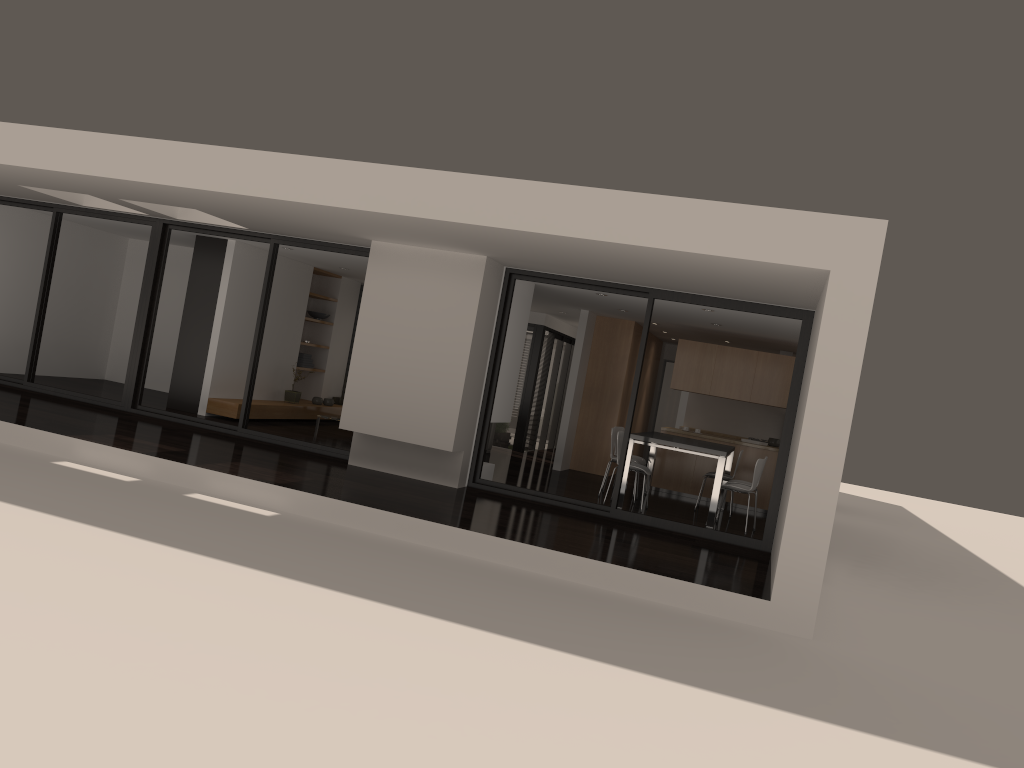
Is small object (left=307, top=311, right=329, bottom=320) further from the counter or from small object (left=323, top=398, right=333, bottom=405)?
the counter

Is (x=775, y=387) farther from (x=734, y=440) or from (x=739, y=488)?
(x=739, y=488)

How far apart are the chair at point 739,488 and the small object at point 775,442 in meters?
2.9 m

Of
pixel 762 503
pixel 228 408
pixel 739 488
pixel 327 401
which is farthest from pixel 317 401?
pixel 739 488

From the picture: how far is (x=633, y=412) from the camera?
9.2m

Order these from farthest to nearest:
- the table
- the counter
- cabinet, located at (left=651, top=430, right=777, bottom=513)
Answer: the counter < cabinet, located at (left=651, top=430, right=777, bottom=513) < the table

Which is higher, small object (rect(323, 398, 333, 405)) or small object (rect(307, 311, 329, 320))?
small object (rect(307, 311, 329, 320))

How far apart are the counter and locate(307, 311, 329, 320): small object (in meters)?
6.48

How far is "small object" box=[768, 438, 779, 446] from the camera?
12.8 meters

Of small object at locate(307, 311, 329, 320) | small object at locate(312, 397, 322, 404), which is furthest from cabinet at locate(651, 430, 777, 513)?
small object at locate(307, 311, 329, 320)
